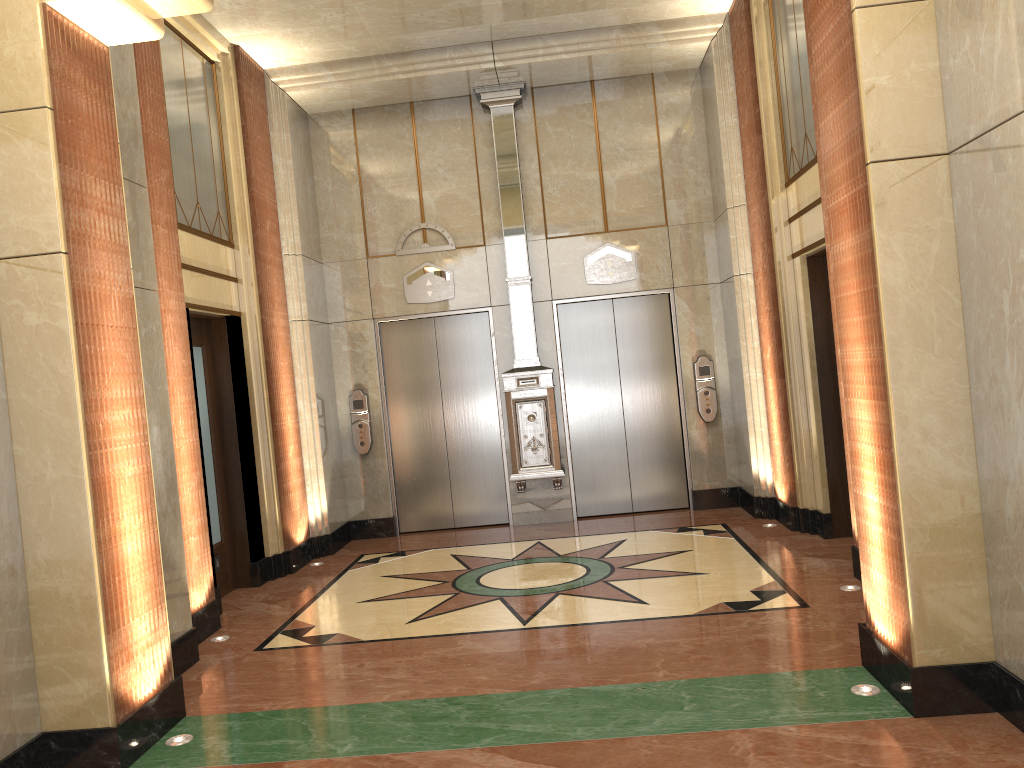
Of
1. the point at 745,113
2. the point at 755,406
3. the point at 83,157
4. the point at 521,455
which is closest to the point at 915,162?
the point at 83,157

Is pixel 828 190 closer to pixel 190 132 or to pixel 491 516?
pixel 190 132
